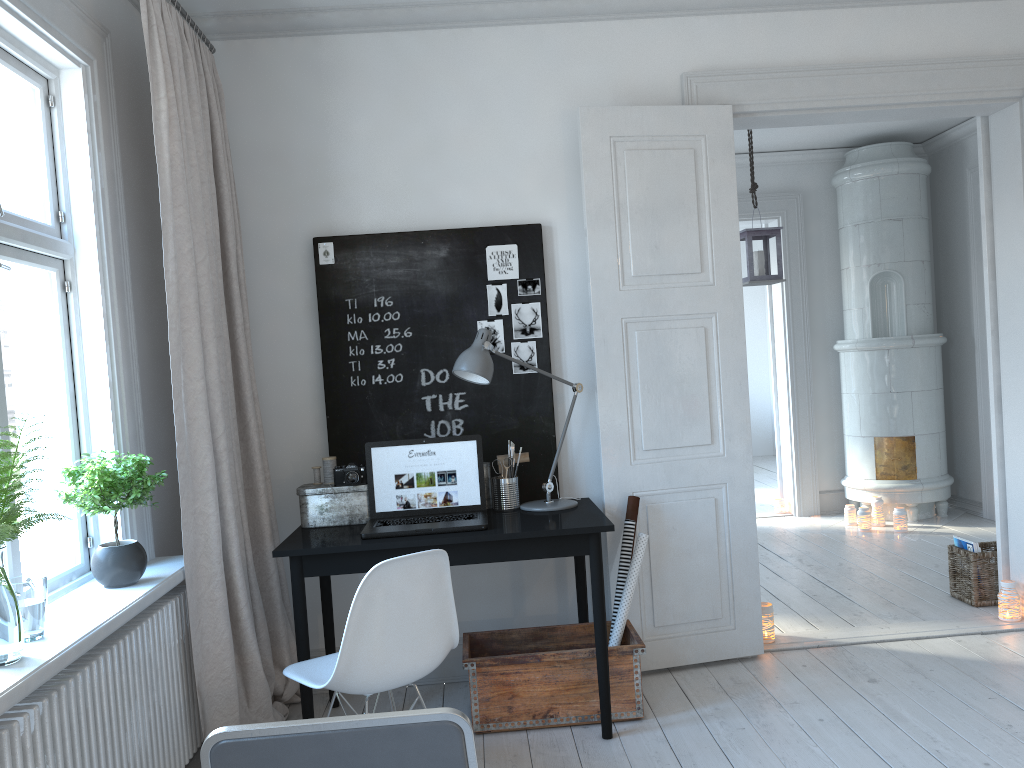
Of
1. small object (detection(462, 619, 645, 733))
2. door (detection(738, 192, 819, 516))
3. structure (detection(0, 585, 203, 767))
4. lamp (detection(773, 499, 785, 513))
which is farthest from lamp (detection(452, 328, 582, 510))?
lamp (detection(773, 499, 785, 513))

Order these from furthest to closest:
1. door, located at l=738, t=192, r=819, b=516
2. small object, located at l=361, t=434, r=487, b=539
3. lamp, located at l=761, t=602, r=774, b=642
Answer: door, located at l=738, t=192, r=819, b=516 < lamp, located at l=761, t=602, r=774, b=642 < small object, located at l=361, t=434, r=487, b=539

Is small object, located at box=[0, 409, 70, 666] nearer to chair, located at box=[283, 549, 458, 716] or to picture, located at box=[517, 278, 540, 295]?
chair, located at box=[283, 549, 458, 716]

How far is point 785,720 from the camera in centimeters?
314cm

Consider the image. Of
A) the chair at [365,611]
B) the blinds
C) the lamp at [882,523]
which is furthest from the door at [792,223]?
the chair at [365,611]

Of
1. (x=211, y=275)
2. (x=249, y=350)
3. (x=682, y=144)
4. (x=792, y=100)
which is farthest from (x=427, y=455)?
(x=792, y=100)

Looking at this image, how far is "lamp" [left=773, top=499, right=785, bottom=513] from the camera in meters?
7.0 m

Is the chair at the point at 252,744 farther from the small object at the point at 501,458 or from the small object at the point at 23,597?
the small object at the point at 501,458

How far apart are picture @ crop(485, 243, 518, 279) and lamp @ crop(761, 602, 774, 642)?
1.8m

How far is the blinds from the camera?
2.9m
